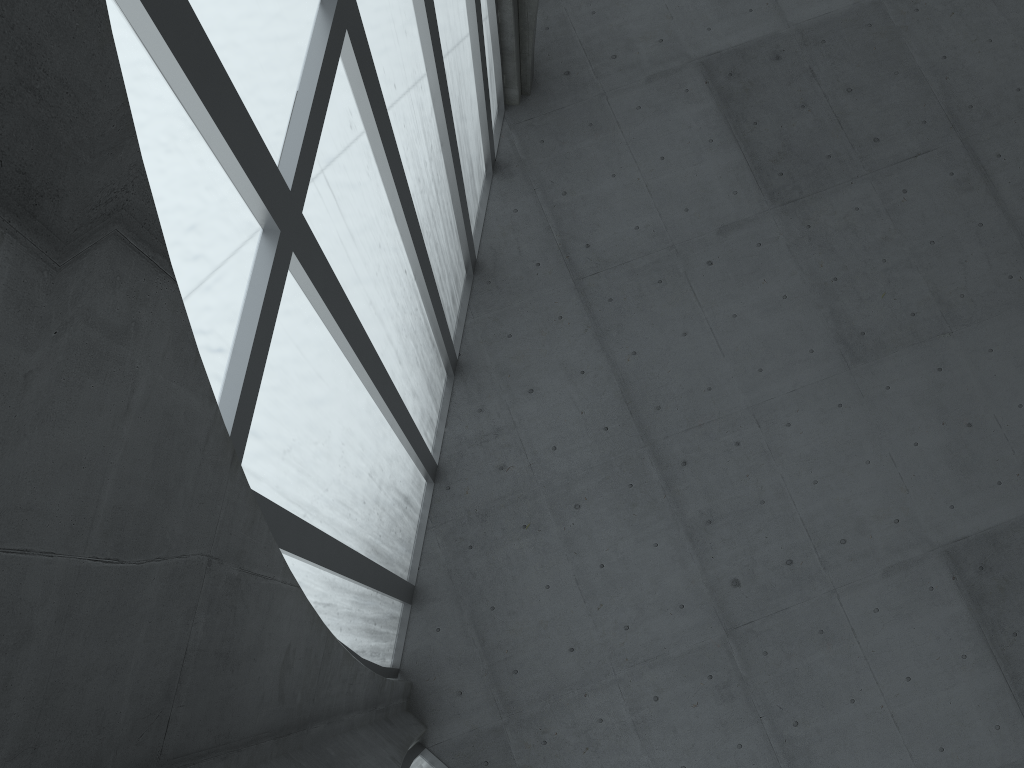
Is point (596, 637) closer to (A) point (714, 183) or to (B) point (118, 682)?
(A) point (714, 183)

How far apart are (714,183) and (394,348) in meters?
13.2 m
